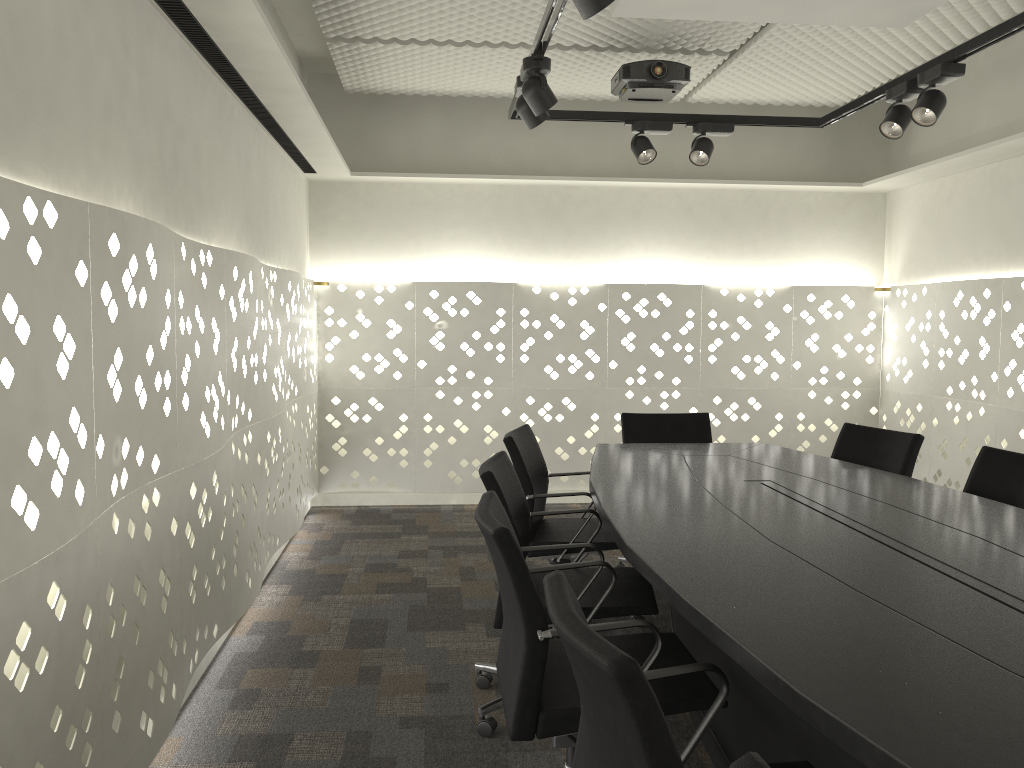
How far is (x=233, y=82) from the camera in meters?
3.2

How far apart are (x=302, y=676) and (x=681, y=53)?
3.34m

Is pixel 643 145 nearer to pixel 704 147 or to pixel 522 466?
pixel 704 147

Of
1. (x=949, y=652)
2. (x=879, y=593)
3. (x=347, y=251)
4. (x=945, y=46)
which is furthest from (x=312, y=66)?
(x=949, y=652)

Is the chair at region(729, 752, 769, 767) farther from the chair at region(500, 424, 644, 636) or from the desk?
the chair at region(500, 424, 644, 636)

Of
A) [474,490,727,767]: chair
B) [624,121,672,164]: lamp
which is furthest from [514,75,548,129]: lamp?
[474,490,727,767]: chair

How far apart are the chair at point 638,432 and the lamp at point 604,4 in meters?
2.3 m

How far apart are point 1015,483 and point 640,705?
2.3 meters

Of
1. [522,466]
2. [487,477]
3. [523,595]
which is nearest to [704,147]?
[522,466]

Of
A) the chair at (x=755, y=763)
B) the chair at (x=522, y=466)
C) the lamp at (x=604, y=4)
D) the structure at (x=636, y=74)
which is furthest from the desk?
the structure at (x=636, y=74)
